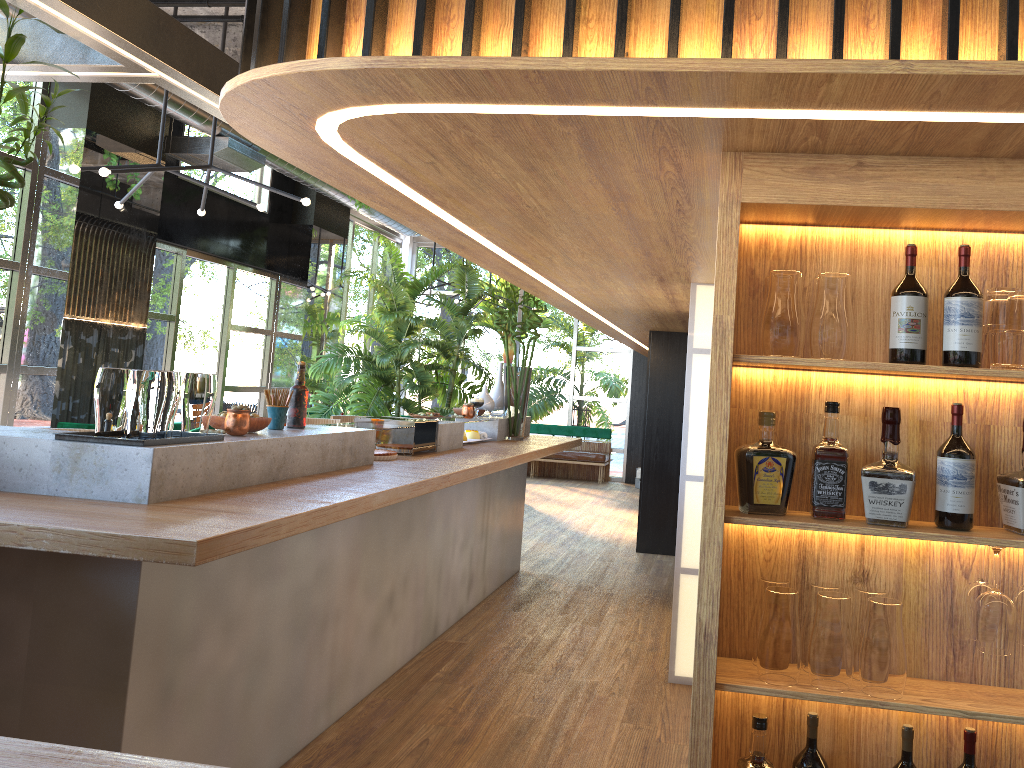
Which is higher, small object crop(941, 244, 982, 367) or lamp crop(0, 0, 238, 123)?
lamp crop(0, 0, 238, 123)

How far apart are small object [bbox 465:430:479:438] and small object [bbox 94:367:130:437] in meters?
3.4 m

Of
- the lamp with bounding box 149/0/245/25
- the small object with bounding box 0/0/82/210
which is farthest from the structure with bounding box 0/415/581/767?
the lamp with bounding box 149/0/245/25

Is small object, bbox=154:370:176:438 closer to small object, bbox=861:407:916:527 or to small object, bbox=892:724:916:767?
small object, bbox=861:407:916:527

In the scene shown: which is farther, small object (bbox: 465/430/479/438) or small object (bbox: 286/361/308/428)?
small object (bbox: 465/430/479/438)

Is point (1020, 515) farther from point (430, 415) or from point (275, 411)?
point (430, 415)

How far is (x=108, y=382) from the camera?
2.5m

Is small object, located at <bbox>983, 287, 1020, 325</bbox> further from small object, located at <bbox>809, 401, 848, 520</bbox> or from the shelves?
small object, located at <bbox>809, 401, 848, 520</bbox>

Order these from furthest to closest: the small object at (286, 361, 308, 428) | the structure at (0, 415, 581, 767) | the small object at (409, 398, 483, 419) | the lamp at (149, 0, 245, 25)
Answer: the small object at (409, 398, 483, 419) → the lamp at (149, 0, 245, 25) → the small object at (286, 361, 308, 428) → the structure at (0, 415, 581, 767)

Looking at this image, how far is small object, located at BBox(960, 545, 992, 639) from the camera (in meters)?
2.17
